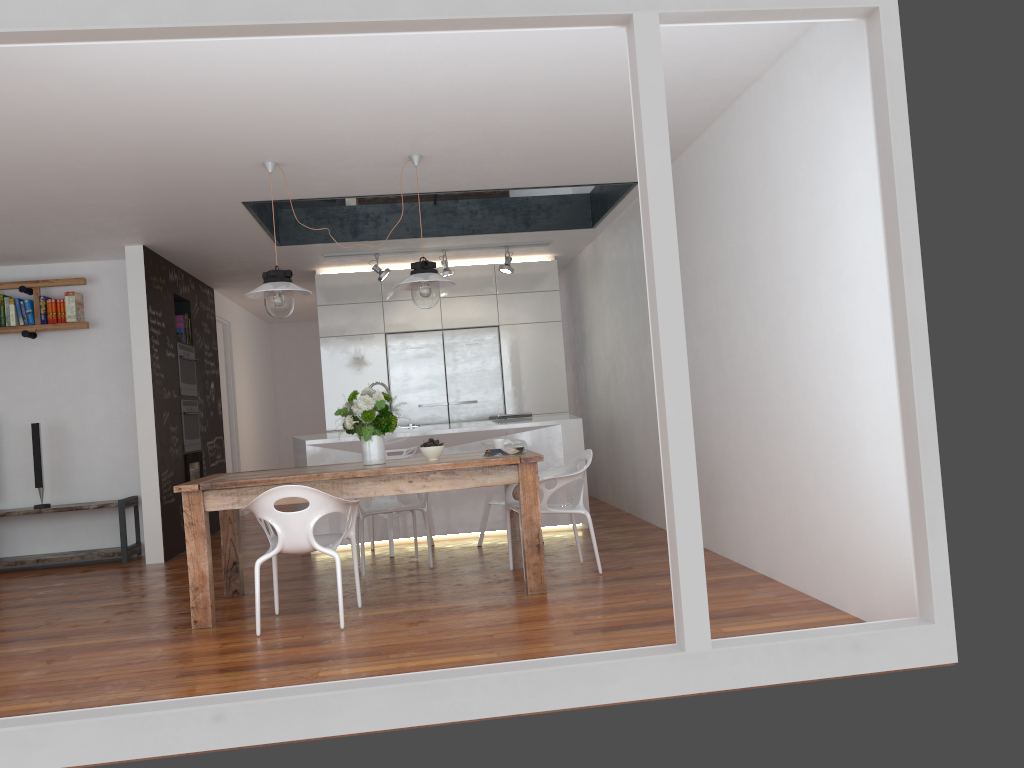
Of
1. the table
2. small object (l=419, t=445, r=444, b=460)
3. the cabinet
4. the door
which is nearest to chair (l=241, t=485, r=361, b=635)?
the table

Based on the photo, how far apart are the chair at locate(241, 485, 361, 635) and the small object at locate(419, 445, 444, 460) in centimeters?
55cm

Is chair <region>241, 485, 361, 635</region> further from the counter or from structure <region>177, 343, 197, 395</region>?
structure <region>177, 343, 197, 395</region>

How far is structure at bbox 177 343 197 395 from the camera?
7.9 meters

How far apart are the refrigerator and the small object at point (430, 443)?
3.7m

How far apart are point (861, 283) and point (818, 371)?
0.5 meters

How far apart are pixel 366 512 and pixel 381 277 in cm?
295

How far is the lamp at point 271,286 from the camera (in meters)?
4.92

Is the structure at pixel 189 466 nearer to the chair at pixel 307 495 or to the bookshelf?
the bookshelf

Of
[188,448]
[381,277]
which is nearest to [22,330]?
[188,448]
